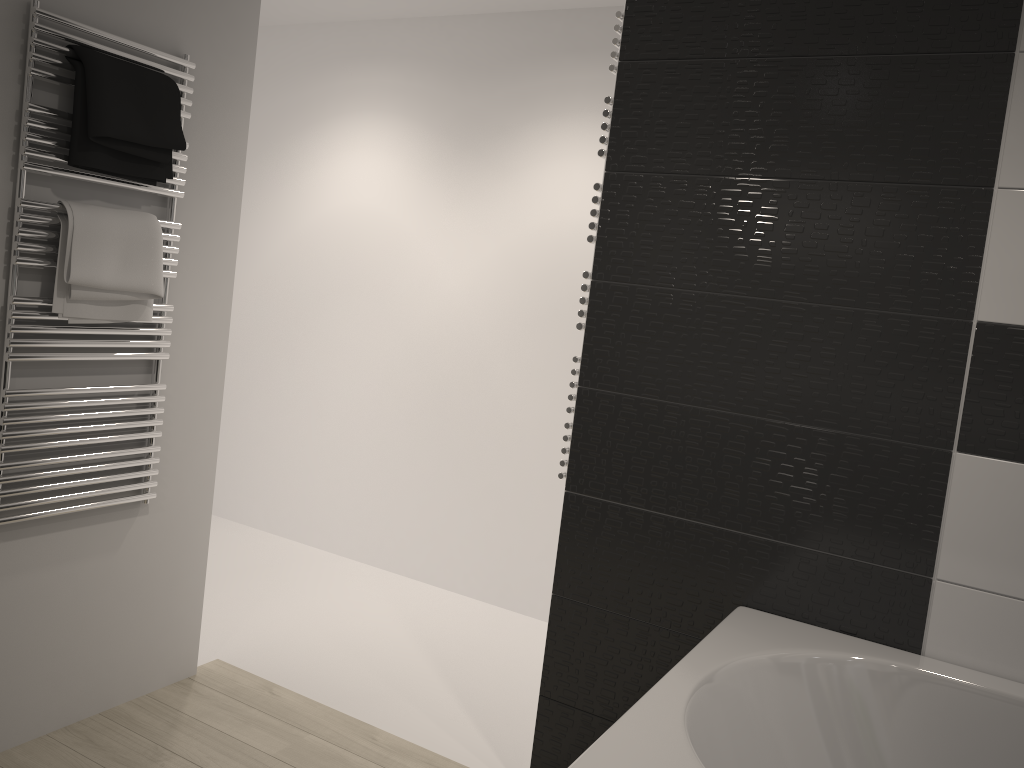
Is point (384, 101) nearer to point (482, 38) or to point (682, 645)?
point (482, 38)

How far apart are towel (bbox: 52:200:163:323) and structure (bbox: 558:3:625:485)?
1.1m

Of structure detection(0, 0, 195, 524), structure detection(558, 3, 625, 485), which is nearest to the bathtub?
structure detection(558, 3, 625, 485)

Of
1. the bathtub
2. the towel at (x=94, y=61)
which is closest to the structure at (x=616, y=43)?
the bathtub

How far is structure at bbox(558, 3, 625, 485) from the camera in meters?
2.3

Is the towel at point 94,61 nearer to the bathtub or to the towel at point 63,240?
the towel at point 63,240

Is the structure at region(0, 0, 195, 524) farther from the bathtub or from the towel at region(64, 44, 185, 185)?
the bathtub

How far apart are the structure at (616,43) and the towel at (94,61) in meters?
1.1

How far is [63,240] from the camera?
2.20m

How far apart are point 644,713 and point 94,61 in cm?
193
